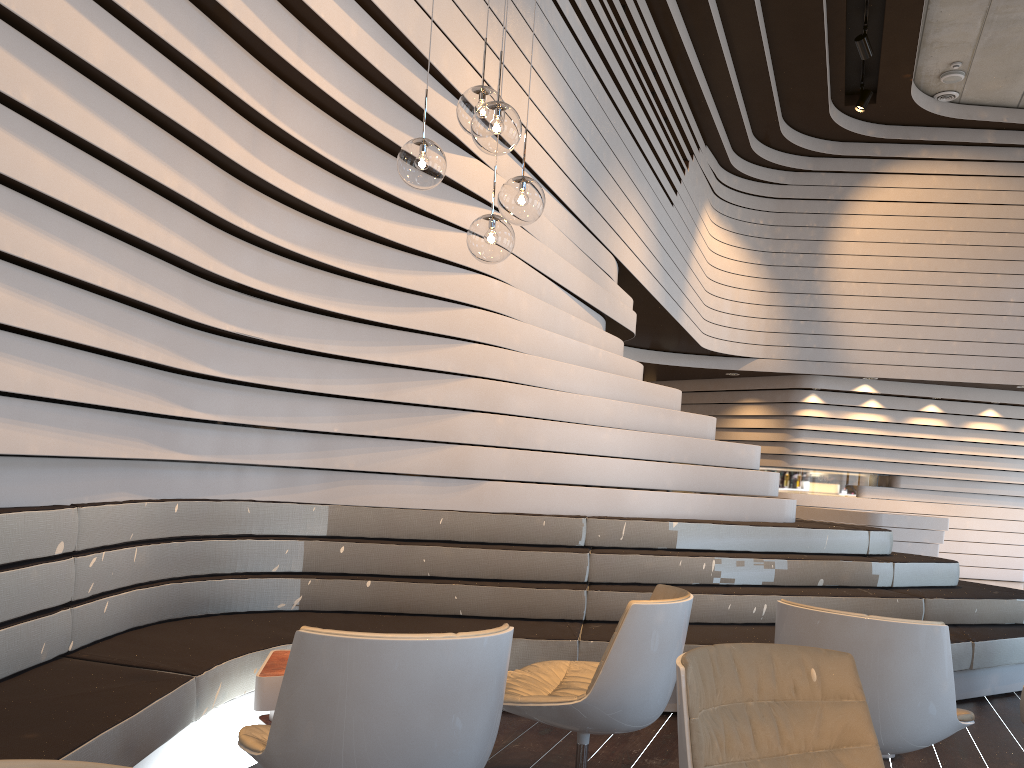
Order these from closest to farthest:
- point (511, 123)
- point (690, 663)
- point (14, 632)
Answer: point (690, 663)
point (14, 632)
point (511, 123)

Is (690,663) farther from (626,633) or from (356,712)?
(626,633)

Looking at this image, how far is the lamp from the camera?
2.92m

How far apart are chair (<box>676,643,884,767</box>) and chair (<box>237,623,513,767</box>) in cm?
42

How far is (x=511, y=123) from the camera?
2.92m

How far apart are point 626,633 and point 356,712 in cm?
109

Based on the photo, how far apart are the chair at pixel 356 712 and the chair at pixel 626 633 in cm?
65

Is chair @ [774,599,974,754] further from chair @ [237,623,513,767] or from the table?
the table

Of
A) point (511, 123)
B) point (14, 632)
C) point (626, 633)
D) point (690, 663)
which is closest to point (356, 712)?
point (690, 663)

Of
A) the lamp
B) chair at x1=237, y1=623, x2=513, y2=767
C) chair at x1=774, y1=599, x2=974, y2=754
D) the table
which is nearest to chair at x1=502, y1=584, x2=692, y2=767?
chair at x1=774, y1=599, x2=974, y2=754
